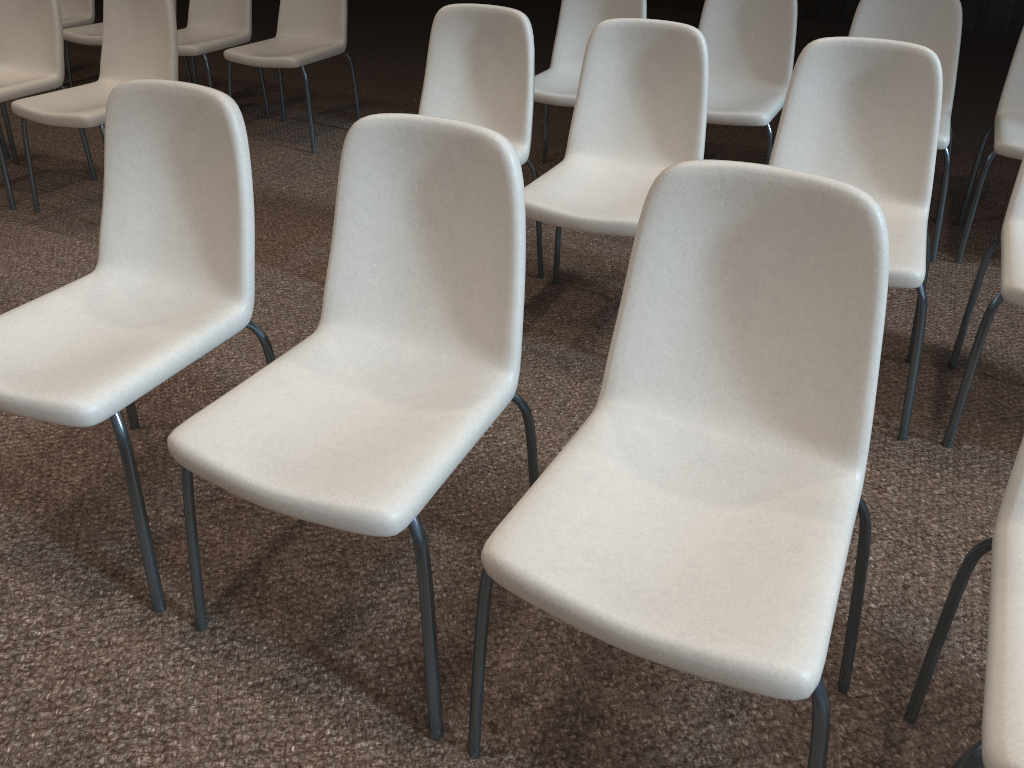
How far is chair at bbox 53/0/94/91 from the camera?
4.9 meters

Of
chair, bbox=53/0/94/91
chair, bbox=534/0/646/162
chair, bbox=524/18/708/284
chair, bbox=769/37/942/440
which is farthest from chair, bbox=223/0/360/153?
chair, bbox=769/37/942/440

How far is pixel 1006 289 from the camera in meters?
1.9

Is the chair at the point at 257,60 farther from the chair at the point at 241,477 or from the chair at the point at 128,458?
the chair at the point at 241,477

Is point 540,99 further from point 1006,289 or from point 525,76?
point 1006,289

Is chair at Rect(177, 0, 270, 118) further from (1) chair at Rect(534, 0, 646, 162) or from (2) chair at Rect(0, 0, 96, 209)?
(1) chair at Rect(534, 0, 646, 162)

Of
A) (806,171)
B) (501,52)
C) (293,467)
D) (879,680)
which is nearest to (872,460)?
(879,680)

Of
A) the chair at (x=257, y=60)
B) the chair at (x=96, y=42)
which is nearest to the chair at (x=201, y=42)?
the chair at (x=257, y=60)

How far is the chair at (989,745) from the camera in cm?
98

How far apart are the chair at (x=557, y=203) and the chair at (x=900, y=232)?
0.21m
